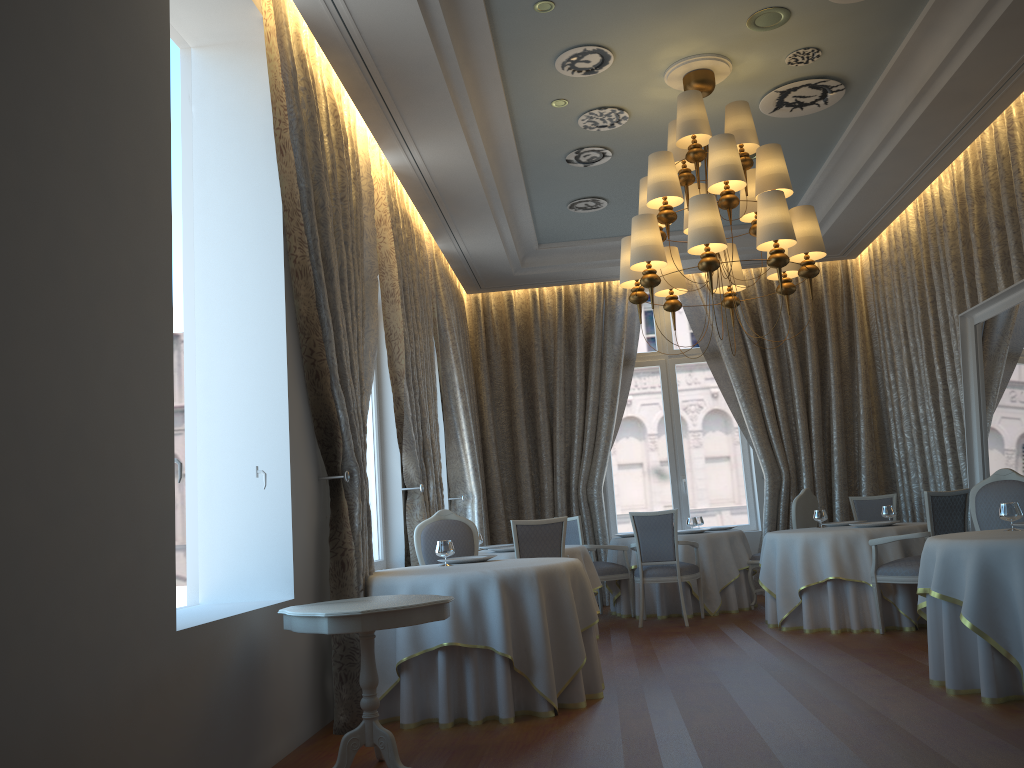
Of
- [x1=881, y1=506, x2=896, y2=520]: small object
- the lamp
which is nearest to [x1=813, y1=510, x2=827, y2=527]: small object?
[x1=881, y1=506, x2=896, y2=520]: small object

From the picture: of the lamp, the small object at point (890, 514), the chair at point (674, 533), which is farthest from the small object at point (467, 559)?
the small object at point (890, 514)

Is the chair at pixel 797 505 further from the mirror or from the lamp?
the lamp

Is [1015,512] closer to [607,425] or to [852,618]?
[852,618]

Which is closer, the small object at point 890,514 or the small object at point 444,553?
the small object at point 444,553

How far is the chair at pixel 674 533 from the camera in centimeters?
857cm

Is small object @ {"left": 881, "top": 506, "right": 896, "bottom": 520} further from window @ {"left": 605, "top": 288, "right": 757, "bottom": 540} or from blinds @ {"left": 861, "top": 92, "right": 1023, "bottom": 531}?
window @ {"left": 605, "top": 288, "right": 757, "bottom": 540}

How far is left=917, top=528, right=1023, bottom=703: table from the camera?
4.6m

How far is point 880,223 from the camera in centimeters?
978cm

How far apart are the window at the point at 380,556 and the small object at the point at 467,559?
1.54m
